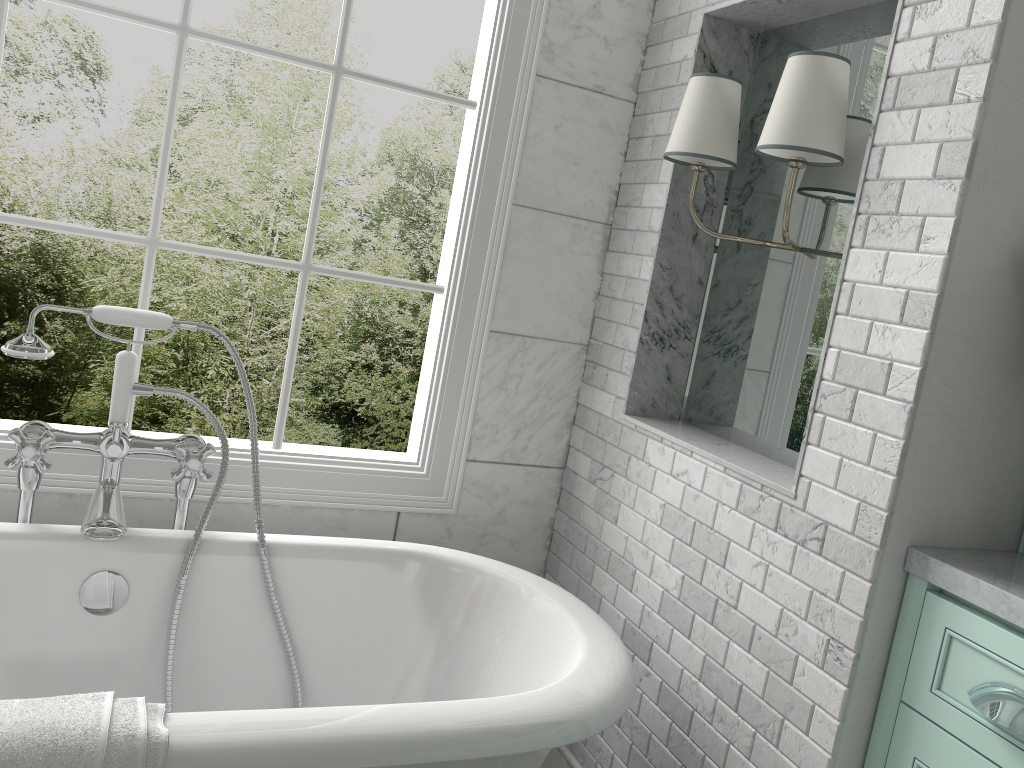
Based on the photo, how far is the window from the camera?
2.20m

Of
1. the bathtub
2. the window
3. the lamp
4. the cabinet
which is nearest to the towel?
→ the bathtub

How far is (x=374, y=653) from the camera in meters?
2.2 m

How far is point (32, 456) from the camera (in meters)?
1.89

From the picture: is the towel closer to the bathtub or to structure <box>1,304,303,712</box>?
the bathtub

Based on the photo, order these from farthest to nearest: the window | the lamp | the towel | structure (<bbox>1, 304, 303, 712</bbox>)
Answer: the window
structure (<bbox>1, 304, 303, 712</bbox>)
the lamp
the towel

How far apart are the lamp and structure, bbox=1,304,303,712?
1.2m

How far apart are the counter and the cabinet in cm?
2

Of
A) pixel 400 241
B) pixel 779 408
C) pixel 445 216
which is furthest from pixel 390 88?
pixel 445 216

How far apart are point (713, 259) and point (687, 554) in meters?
0.8
